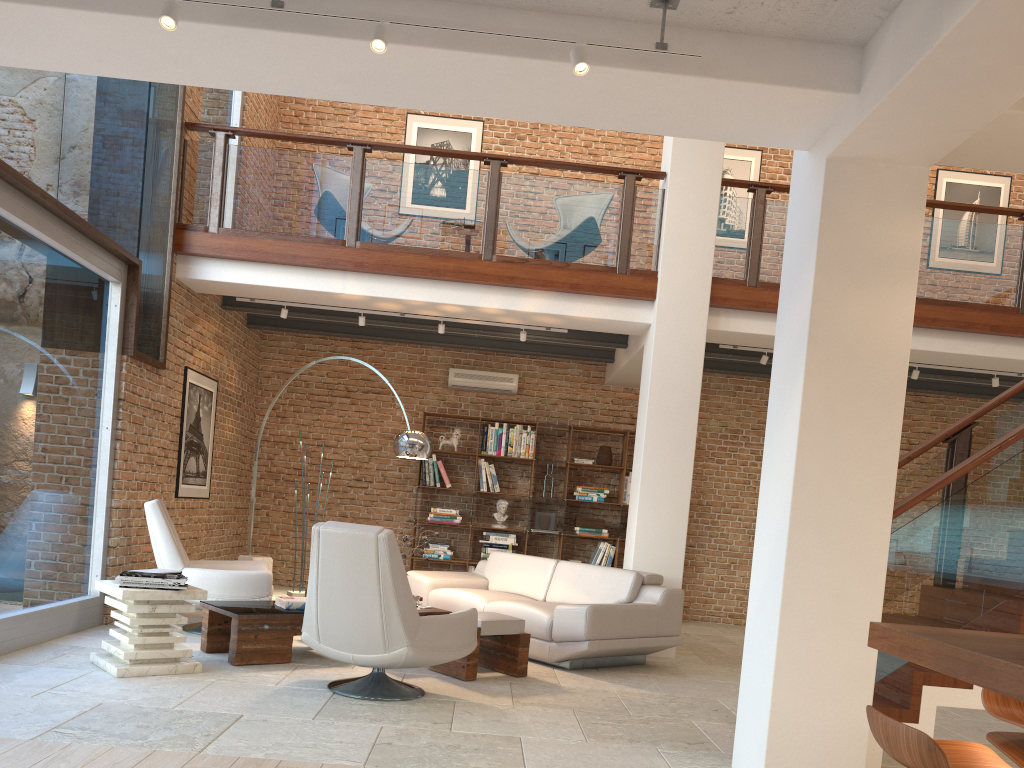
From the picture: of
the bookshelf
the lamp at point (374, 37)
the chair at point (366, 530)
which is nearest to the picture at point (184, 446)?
the chair at point (366, 530)

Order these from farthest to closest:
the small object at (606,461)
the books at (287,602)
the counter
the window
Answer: the small object at (606,461)
the books at (287,602)
the window
the counter

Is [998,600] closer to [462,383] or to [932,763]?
[932,763]

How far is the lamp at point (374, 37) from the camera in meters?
3.3 m

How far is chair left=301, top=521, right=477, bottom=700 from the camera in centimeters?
454cm

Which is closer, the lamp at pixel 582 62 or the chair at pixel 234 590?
the lamp at pixel 582 62

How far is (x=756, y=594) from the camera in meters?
4.0

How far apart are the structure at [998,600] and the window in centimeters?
23cm

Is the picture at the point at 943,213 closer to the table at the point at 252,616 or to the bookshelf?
the bookshelf

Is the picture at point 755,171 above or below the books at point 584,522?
above
